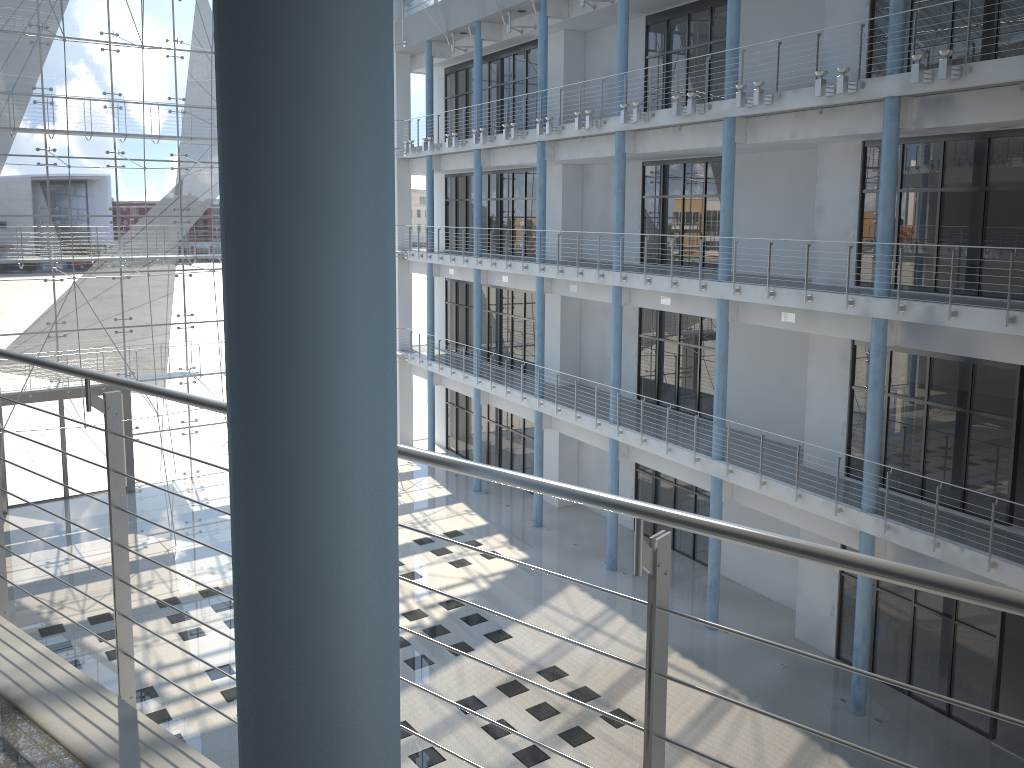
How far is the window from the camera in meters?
3.6

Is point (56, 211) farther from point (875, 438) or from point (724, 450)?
point (875, 438)

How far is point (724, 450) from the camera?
2.62m

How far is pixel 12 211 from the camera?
3.57m

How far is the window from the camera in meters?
3.6
